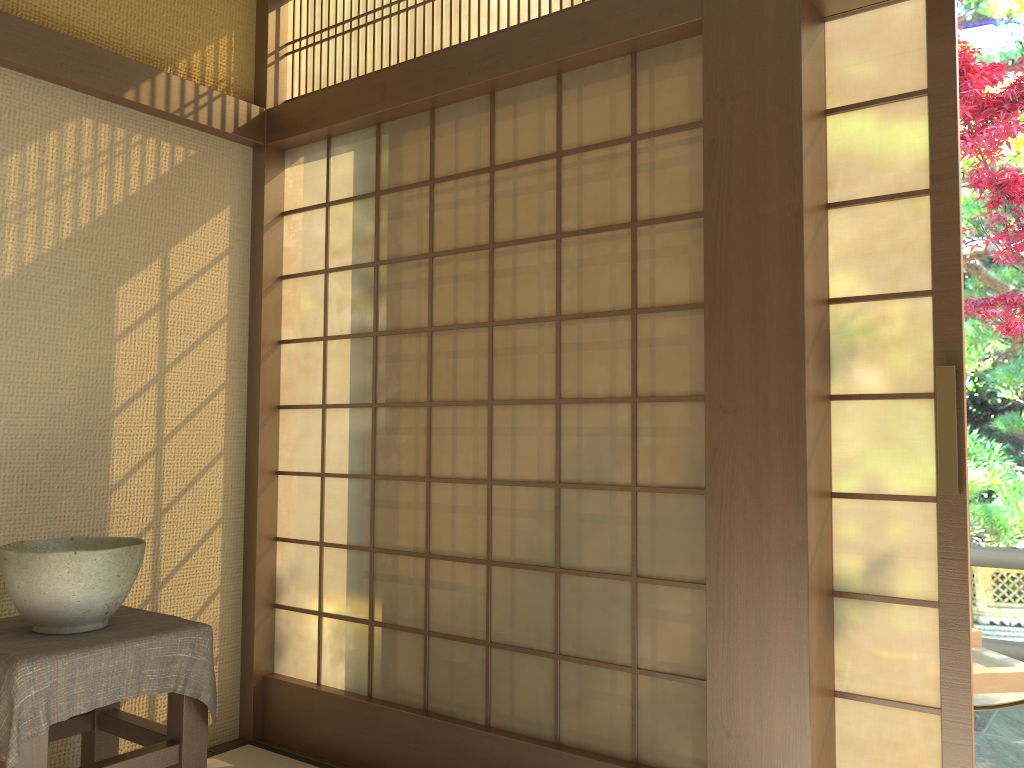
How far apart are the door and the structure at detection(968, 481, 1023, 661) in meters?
2.5 m

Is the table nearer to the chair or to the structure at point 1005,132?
the chair

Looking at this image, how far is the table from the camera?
2.0m

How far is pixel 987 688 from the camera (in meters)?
2.61

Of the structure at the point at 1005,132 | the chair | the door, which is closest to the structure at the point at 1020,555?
the chair

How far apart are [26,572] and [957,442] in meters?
2.3

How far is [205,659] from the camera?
2.4m

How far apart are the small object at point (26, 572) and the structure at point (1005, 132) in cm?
384

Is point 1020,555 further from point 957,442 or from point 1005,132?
point 957,442

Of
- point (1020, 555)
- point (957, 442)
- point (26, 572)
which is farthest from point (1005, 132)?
point (26, 572)
